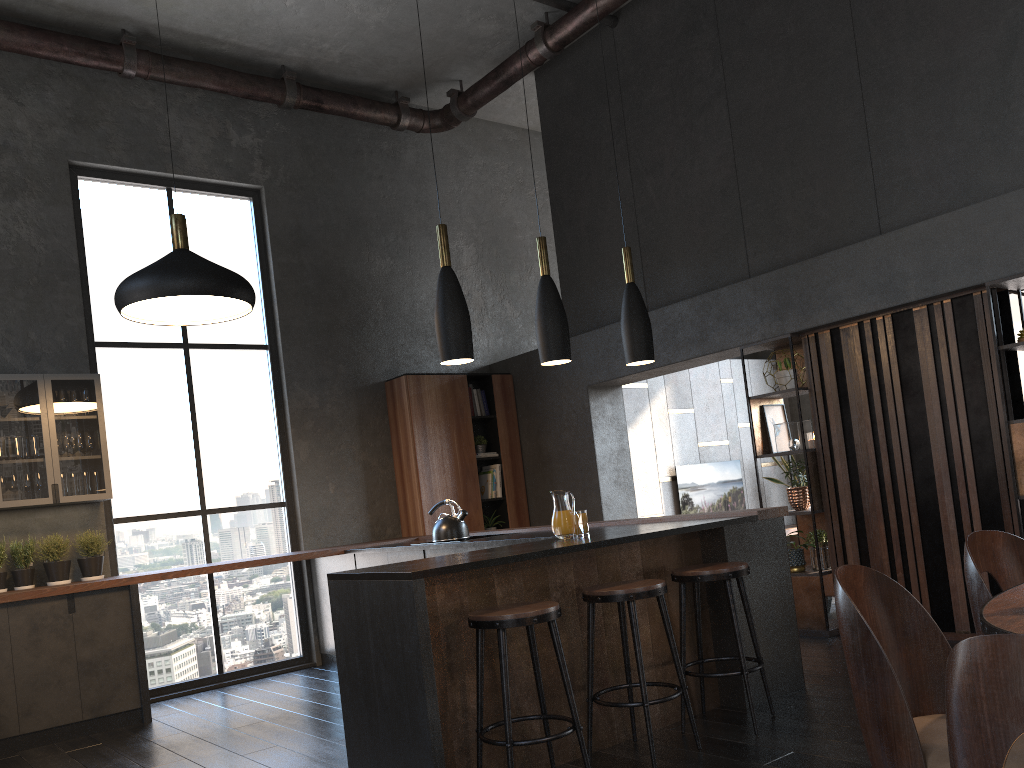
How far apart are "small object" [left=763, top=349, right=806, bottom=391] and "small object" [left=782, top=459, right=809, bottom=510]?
0.7 meters

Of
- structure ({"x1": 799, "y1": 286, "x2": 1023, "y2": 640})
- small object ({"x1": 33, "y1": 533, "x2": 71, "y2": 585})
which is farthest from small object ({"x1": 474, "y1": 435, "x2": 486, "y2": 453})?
small object ({"x1": 33, "y1": 533, "x2": 71, "y2": 585})

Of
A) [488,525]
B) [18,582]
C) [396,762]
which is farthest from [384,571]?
[488,525]

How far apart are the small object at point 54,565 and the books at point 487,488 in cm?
351

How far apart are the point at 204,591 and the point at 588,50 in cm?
549

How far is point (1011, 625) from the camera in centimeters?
165cm

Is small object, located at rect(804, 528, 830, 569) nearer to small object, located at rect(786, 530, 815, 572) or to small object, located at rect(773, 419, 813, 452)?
small object, located at rect(786, 530, 815, 572)

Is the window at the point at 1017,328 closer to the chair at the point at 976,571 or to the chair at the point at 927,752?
the chair at the point at 976,571

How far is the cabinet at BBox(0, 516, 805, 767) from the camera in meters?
3.3 m

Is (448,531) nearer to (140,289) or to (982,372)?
(140,289)
